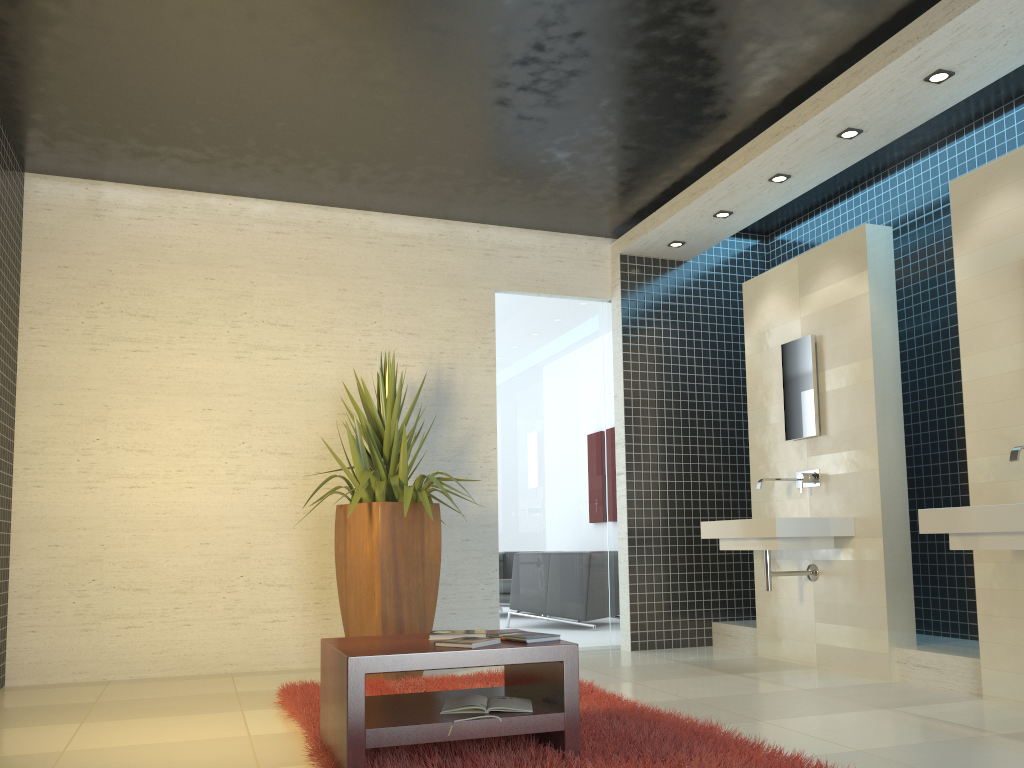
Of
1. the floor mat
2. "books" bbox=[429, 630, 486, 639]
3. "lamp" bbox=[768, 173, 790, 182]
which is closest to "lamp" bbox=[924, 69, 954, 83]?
"lamp" bbox=[768, 173, 790, 182]

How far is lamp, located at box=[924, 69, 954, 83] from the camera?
4.5 meters

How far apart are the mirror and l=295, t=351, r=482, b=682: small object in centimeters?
240cm

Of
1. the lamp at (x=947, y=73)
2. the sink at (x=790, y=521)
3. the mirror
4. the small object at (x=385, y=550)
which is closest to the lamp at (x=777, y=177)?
the mirror

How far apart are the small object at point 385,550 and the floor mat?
0.23m

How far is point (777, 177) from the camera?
5.7m

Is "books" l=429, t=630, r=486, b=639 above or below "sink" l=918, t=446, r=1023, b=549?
below

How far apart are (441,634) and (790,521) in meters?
2.7 m

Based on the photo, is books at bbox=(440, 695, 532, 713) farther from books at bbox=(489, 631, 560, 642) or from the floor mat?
books at bbox=(489, 631, 560, 642)

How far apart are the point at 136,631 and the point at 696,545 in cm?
410
